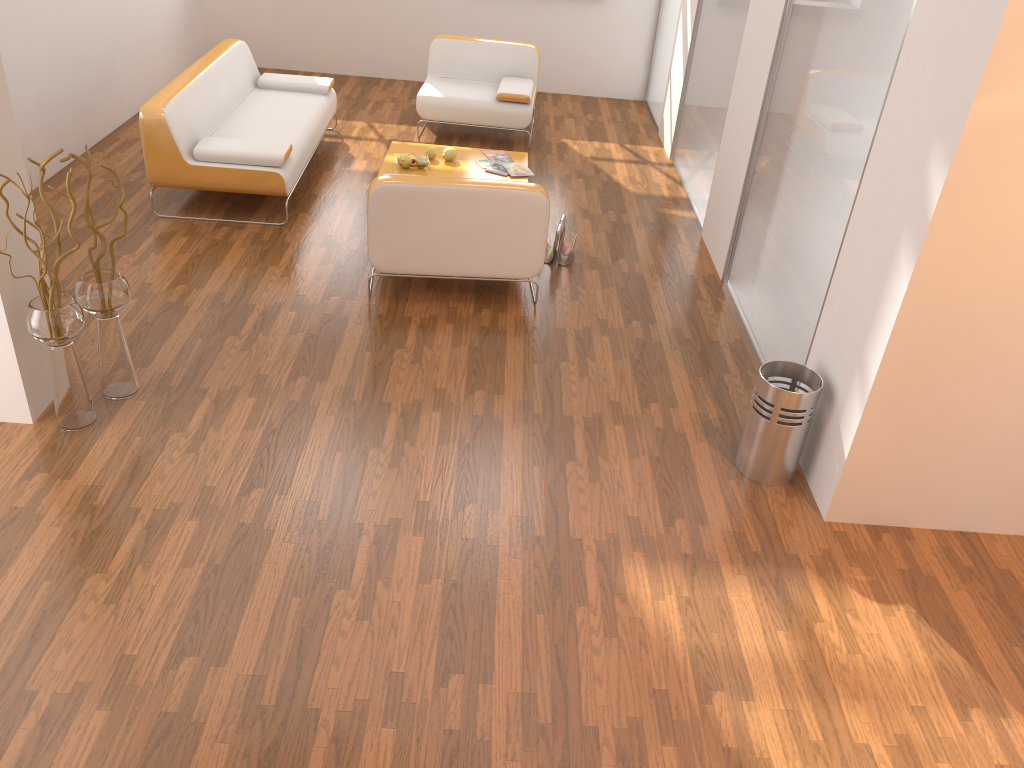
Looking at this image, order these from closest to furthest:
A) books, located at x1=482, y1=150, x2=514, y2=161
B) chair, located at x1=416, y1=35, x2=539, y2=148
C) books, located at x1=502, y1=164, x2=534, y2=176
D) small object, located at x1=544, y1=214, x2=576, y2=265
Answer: small object, located at x1=544, y1=214, x2=576, y2=265 < books, located at x1=502, y1=164, x2=534, y2=176 < books, located at x1=482, y1=150, x2=514, y2=161 < chair, located at x1=416, y1=35, x2=539, y2=148

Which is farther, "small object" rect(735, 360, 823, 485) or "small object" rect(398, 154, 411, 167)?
"small object" rect(398, 154, 411, 167)

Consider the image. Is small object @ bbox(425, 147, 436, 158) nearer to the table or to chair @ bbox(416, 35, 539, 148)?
the table

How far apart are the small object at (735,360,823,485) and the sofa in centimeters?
313cm

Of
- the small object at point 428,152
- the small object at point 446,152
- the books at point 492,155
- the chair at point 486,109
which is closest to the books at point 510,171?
the books at point 492,155

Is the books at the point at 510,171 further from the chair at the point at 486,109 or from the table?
the chair at the point at 486,109

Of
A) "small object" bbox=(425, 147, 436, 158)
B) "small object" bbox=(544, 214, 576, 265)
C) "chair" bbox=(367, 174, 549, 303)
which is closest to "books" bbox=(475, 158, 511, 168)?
"small object" bbox=(425, 147, 436, 158)

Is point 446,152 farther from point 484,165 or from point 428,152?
point 484,165

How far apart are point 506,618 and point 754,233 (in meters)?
2.75

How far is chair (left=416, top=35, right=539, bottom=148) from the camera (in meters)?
6.90
